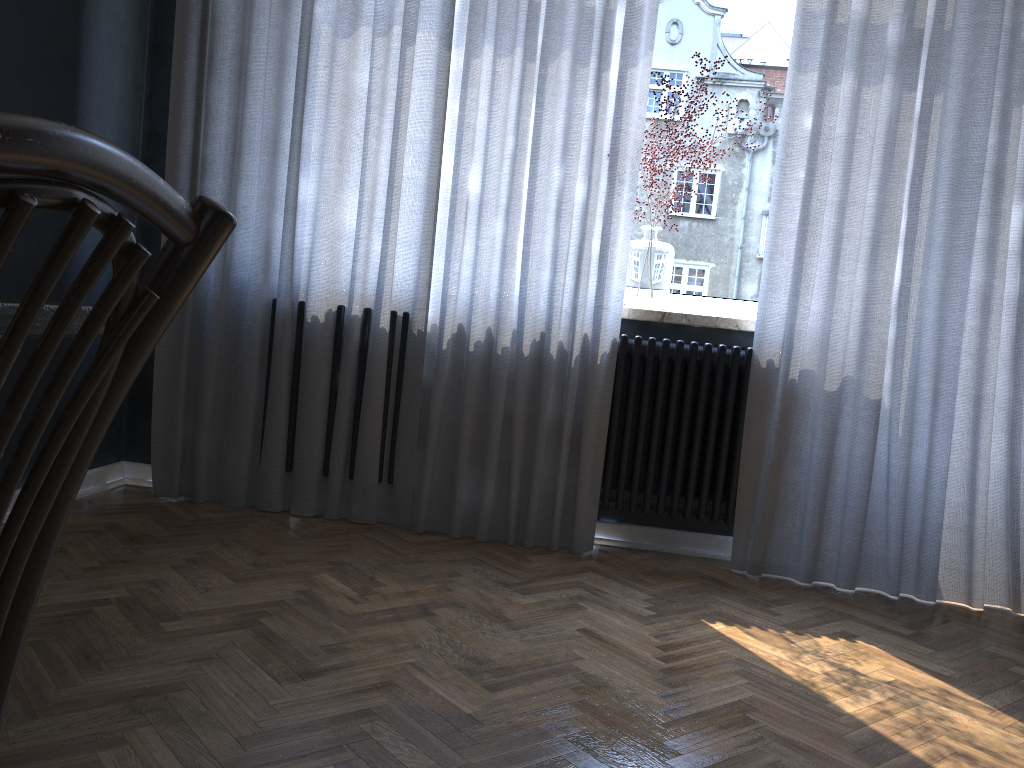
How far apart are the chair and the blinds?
2.4m

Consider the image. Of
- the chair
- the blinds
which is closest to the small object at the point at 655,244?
the blinds

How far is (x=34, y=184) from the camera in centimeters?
38cm

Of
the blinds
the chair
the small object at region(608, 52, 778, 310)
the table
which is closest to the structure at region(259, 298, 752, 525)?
the blinds

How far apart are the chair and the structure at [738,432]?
2.5 meters

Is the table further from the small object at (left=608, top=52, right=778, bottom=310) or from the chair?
the small object at (left=608, top=52, right=778, bottom=310)

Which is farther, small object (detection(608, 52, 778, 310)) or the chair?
small object (detection(608, 52, 778, 310))

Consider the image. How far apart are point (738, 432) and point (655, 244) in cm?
70

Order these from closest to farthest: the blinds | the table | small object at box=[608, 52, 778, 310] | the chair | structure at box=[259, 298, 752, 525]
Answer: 1. the chair
2. the table
3. the blinds
4. structure at box=[259, 298, 752, 525]
5. small object at box=[608, 52, 778, 310]

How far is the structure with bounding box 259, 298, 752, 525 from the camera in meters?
2.9
